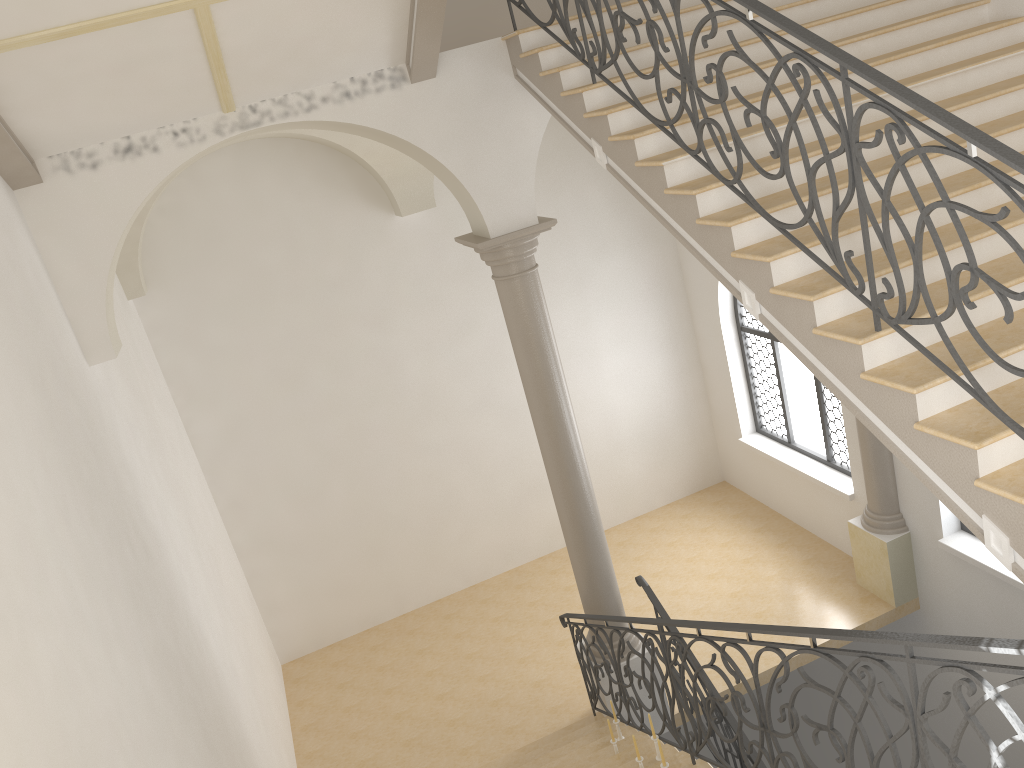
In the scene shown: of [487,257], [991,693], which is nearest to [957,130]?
[991,693]

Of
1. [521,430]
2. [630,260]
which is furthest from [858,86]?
[521,430]

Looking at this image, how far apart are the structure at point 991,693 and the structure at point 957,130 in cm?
89

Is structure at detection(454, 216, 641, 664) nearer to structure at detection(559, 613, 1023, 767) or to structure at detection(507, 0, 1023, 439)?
structure at detection(559, 613, 1023, 767)

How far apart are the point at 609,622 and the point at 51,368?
5.32m

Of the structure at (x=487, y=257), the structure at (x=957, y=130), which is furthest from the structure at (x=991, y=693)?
the structure at (x=957, y=130)

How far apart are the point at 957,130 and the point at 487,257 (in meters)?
4.48

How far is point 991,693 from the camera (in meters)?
2.77

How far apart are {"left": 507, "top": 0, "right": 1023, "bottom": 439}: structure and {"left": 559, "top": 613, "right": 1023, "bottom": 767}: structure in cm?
89

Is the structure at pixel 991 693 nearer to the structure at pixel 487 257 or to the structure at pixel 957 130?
the structure at pixel 487 257
